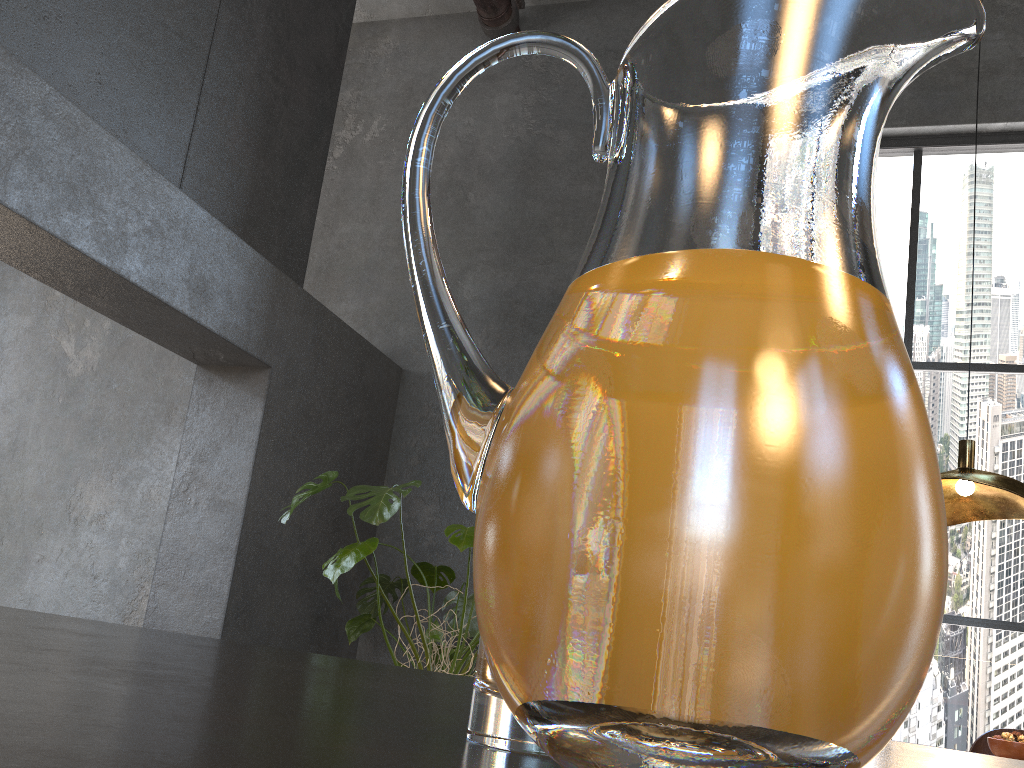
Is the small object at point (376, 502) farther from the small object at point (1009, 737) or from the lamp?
the small object at point (1009, 737)

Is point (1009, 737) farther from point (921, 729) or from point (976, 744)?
point (921, 729)

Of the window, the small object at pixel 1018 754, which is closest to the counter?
the small object at pixel 1018 754

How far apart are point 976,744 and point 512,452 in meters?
3.6 m

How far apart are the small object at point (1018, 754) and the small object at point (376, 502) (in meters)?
1.76

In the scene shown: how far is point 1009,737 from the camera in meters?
2.5 m

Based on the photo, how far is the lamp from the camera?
2.5 meters

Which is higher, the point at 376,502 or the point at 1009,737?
the point at 376,502

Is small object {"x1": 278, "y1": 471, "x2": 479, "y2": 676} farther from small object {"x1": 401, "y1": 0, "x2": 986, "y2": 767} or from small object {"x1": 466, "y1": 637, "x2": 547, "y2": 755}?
small object {"x1": 401, "y1": 0, "x2": 986, "y2": 767}

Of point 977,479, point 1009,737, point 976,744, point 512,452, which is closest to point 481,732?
point 512,452
